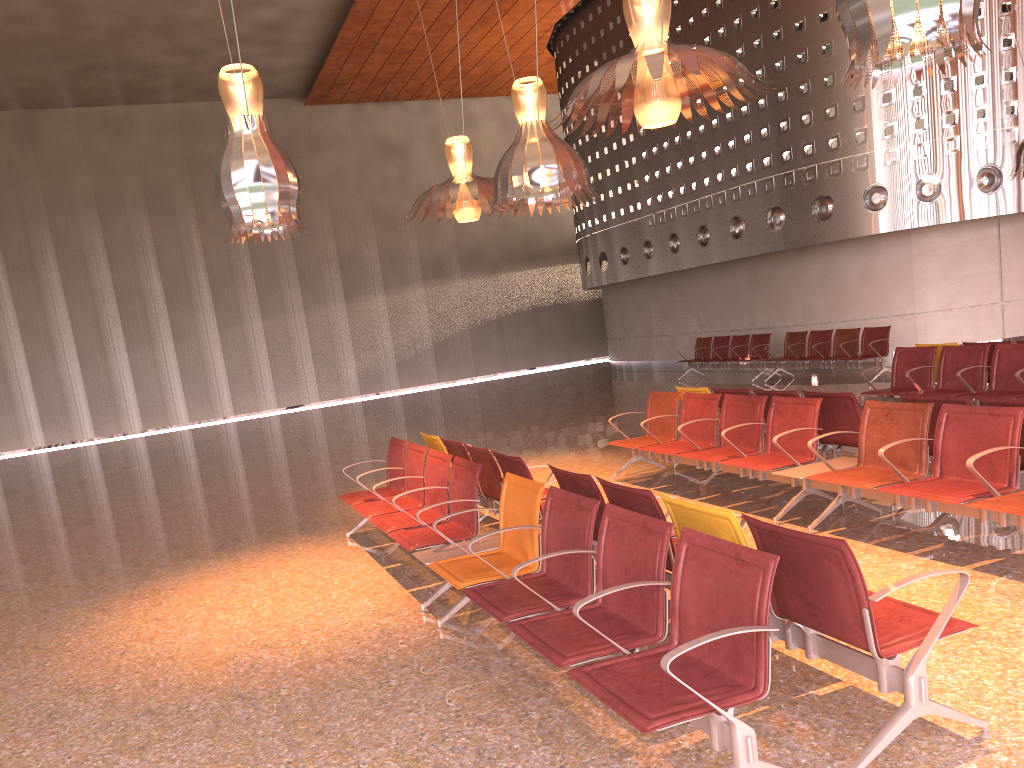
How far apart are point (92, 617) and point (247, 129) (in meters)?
3.71
